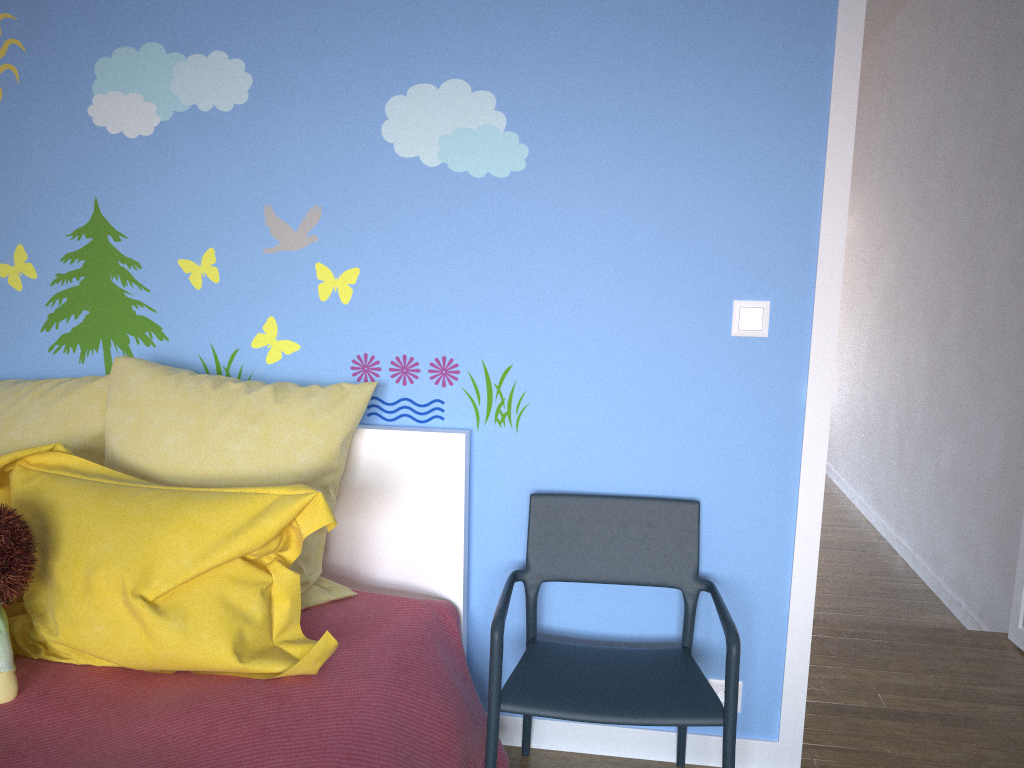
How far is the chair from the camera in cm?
172

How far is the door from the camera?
1.89m

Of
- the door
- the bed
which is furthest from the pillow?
the door

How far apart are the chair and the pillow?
0.3 meters

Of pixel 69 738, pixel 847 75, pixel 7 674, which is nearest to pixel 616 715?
pixel 69 738

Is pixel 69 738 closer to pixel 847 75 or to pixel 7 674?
pixel 7 674

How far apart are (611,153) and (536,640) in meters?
1.1 m

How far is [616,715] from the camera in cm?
172

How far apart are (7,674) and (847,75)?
2.0m

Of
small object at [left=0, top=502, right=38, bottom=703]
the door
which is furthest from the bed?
the door
